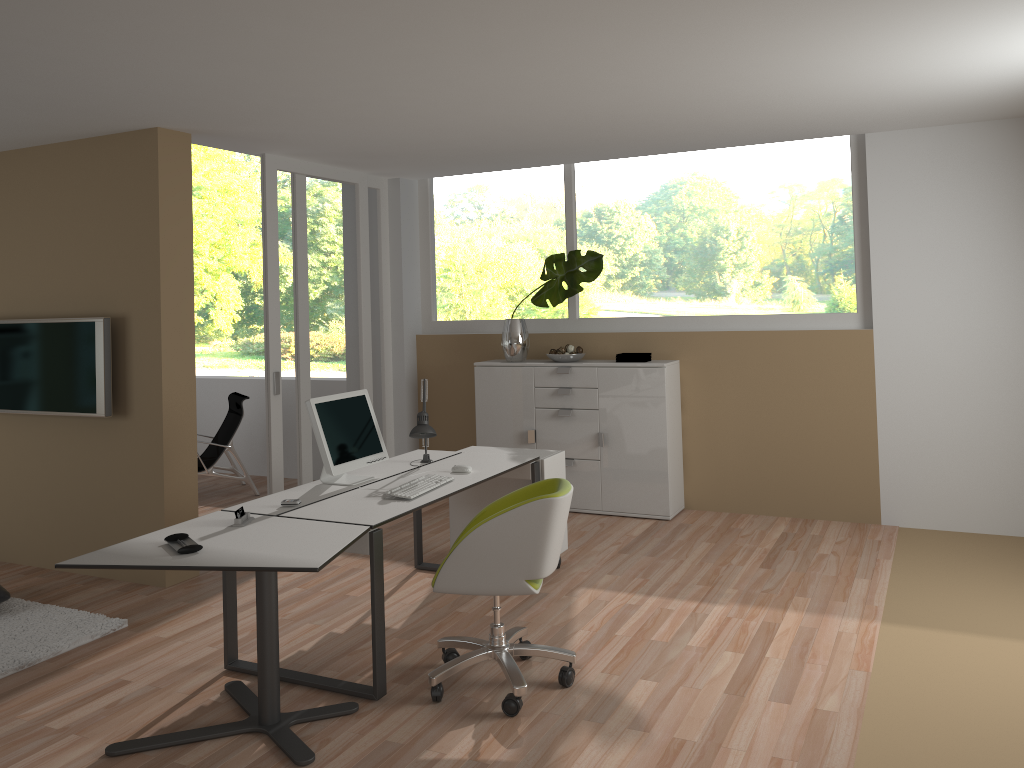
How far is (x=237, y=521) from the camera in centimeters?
361cm

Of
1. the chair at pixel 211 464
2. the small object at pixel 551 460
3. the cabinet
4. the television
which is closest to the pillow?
the television

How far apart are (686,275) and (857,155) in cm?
A: 140

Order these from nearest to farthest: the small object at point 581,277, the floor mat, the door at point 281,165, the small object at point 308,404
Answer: the floor mat
the small object at point 308,404
the door at point 281,165
the small object at point 581,277

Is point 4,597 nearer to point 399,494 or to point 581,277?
point 399,494

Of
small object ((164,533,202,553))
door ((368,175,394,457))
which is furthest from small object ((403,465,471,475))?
door ((368,175,394,457))

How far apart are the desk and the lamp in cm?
5

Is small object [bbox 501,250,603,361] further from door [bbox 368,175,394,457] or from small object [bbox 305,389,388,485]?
small object [bbox 305,389,388,485]

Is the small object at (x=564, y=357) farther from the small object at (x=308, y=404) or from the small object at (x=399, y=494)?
the small object at (x=399, y=494)

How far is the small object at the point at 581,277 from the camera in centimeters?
650cm
